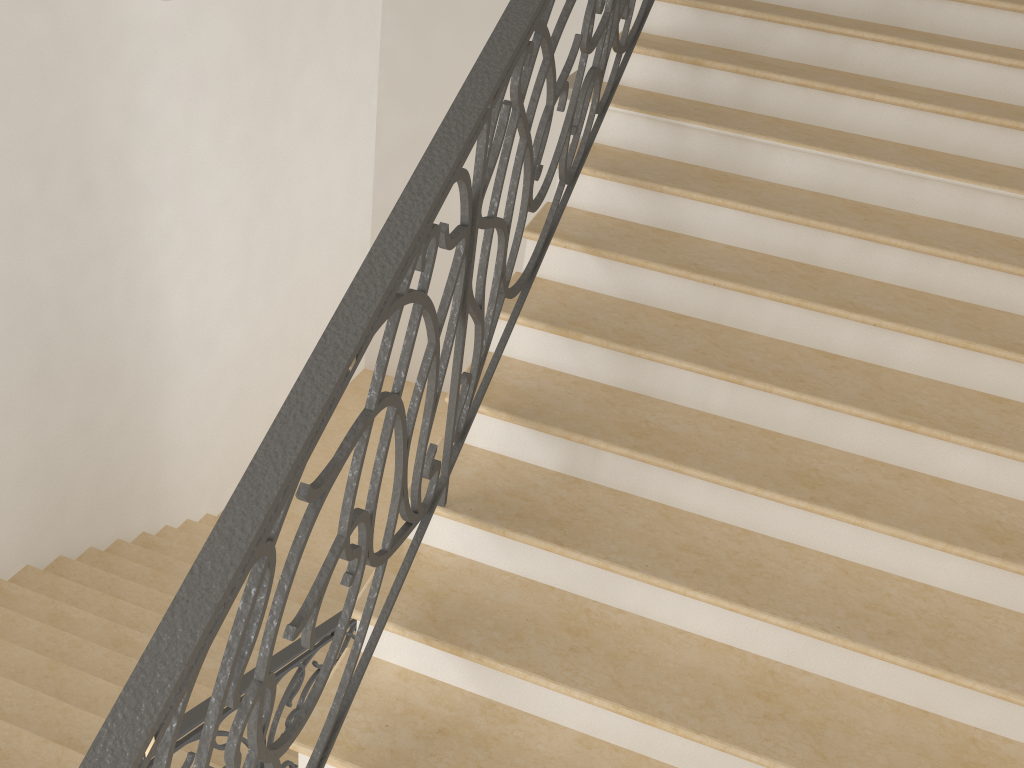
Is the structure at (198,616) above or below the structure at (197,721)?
above

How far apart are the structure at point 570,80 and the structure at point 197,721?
3.5 meters

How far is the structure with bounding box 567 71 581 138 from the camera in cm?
553

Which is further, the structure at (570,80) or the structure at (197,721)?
the structure at (570,80)

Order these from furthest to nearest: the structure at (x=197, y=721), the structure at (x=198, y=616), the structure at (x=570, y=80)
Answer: the structure at (x=570, y=80), the structure at (x=197, y=721), the structure at (x=198, y=616)

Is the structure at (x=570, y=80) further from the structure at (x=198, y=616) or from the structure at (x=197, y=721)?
the structure at (x=197, y=721)

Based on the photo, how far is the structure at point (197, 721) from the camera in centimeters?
306cm

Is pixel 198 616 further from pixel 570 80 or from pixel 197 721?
pixel 570 80

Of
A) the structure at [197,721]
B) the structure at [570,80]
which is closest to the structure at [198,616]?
the structure at [197,721]

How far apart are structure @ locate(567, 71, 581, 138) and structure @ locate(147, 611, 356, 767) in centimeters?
346cm
